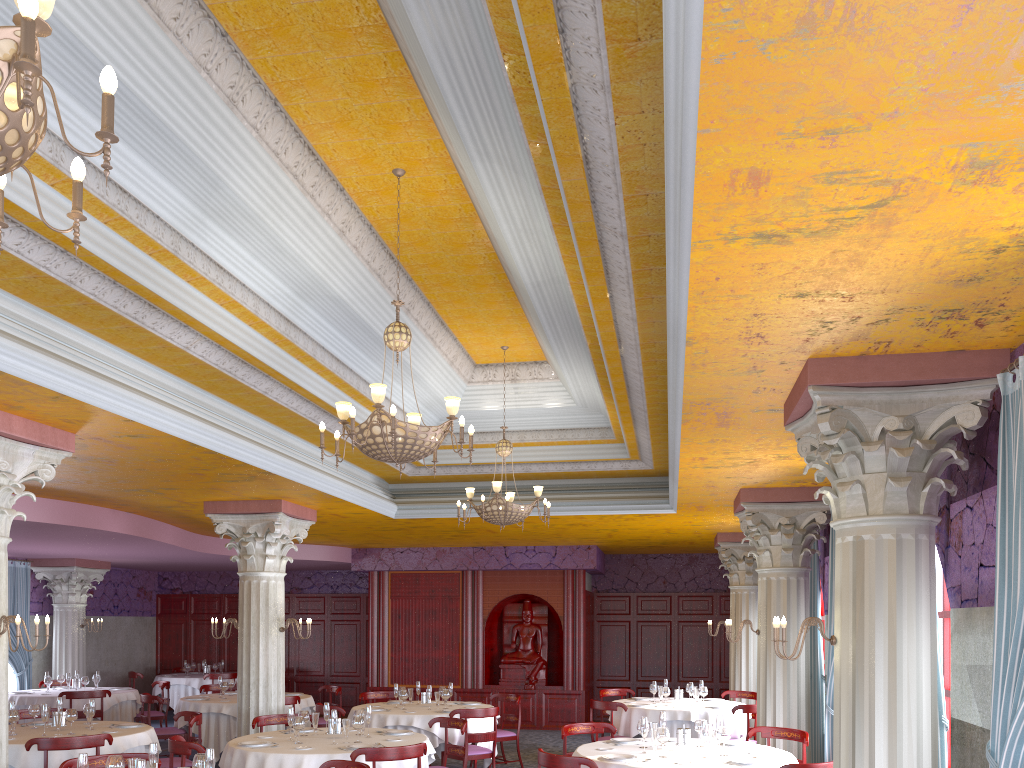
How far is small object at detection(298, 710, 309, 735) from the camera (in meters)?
8.33

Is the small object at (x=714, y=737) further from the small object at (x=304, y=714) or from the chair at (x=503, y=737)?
the chair at (x=503, y=737)

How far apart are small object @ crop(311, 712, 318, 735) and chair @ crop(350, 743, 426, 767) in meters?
1.7

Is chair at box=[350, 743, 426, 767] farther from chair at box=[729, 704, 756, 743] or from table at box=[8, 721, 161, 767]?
chair at box=[729, 704, 756, 743]

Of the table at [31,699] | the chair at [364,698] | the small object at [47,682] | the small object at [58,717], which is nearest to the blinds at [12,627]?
the table at [31,699]

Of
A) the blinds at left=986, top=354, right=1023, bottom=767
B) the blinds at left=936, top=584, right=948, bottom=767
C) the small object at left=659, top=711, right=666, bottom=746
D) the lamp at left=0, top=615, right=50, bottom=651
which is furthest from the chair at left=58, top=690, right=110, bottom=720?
the blinds at left=986, top=354, right=1023, bottom=767

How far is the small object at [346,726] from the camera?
7.8m

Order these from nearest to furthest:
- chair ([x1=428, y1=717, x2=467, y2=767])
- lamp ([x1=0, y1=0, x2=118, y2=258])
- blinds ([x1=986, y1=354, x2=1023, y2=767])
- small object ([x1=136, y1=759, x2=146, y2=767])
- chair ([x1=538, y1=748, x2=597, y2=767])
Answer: lamp ([x1=0, y1=0, x2=118, y2=258]), blinds ([x1=986, y1=354, x2=1023, y2=767]), small object ([x1=136, y1=759, x2=146, y2=767]), chair ([x1=538, y1=748, x2=597, y2=767]), chair ([x1=428, y1=717, x2=467, y2=767])

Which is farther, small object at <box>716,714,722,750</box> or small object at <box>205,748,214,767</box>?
small object at <box>716,714,722,750</box>

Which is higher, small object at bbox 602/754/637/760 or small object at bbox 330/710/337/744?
small object at bbox 330/710/337/744
